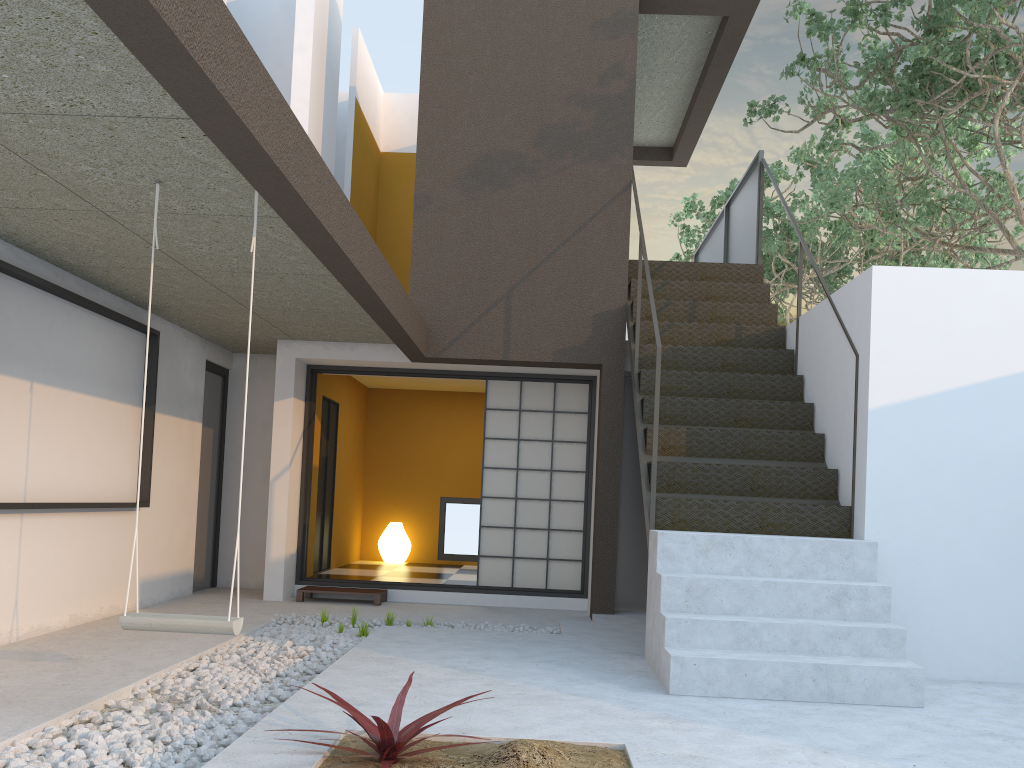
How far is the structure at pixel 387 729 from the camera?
2.8m

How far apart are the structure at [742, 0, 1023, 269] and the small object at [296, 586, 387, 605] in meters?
5.0 m

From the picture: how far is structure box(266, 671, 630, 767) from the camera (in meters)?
2.78

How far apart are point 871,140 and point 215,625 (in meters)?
10.49

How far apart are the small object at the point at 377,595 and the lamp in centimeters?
251cm

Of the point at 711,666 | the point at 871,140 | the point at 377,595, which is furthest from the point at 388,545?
the point at 871,140

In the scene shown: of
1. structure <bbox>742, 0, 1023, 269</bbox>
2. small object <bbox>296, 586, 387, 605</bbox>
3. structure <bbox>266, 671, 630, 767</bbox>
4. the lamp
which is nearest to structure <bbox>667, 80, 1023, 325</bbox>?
structure <bbox>742, 0, 1023, 269</bbox>

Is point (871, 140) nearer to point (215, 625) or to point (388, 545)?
point (388, 545)

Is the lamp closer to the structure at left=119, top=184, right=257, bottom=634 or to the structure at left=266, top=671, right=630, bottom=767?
the structure at left=119, top=184, right=257, bottom=634

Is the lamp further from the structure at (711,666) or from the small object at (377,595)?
the structure at (711,666)
